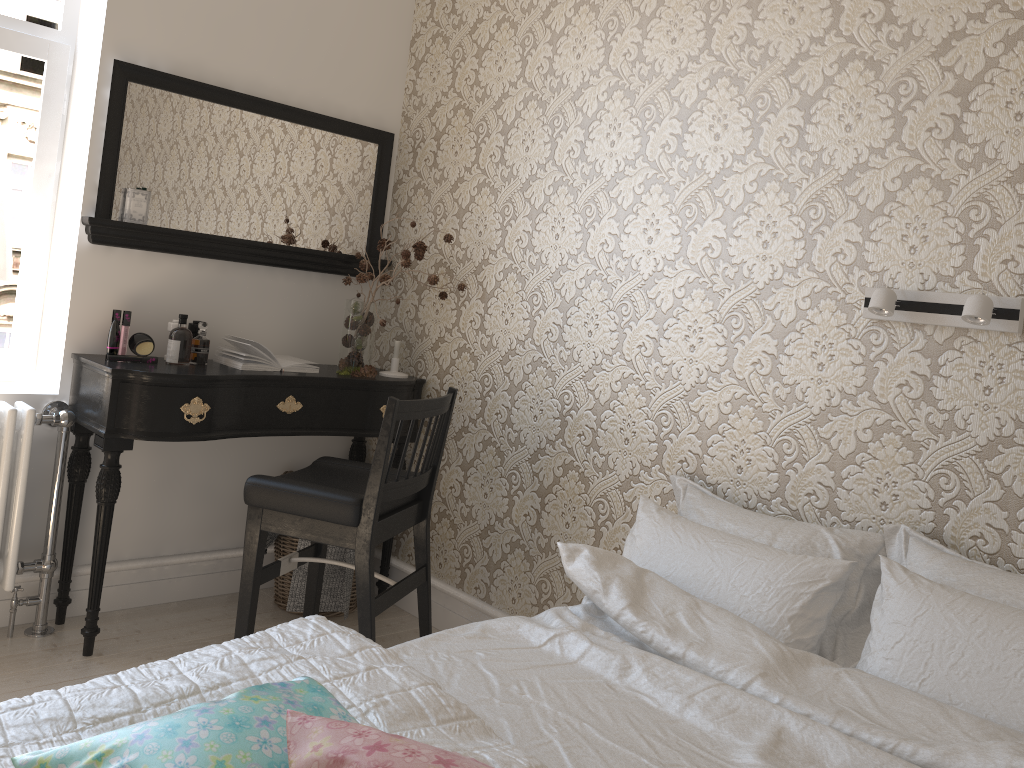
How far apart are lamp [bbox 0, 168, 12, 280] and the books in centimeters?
65cm

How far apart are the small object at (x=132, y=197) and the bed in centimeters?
168cm

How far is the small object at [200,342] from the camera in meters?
2.8 m

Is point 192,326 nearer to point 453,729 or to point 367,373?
point 367,373

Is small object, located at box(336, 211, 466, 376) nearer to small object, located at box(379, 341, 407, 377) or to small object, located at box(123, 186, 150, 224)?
small object, located at box(379, 341, 407, 377)

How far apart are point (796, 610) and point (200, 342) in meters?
2.0

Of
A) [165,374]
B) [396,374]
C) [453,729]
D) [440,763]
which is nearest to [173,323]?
[165,374]

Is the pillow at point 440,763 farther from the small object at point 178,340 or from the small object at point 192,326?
the small object at point 192,326

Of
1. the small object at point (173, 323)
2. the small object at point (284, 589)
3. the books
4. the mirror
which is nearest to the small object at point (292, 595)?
the small object at point (284, 589)

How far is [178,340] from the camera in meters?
2.7
